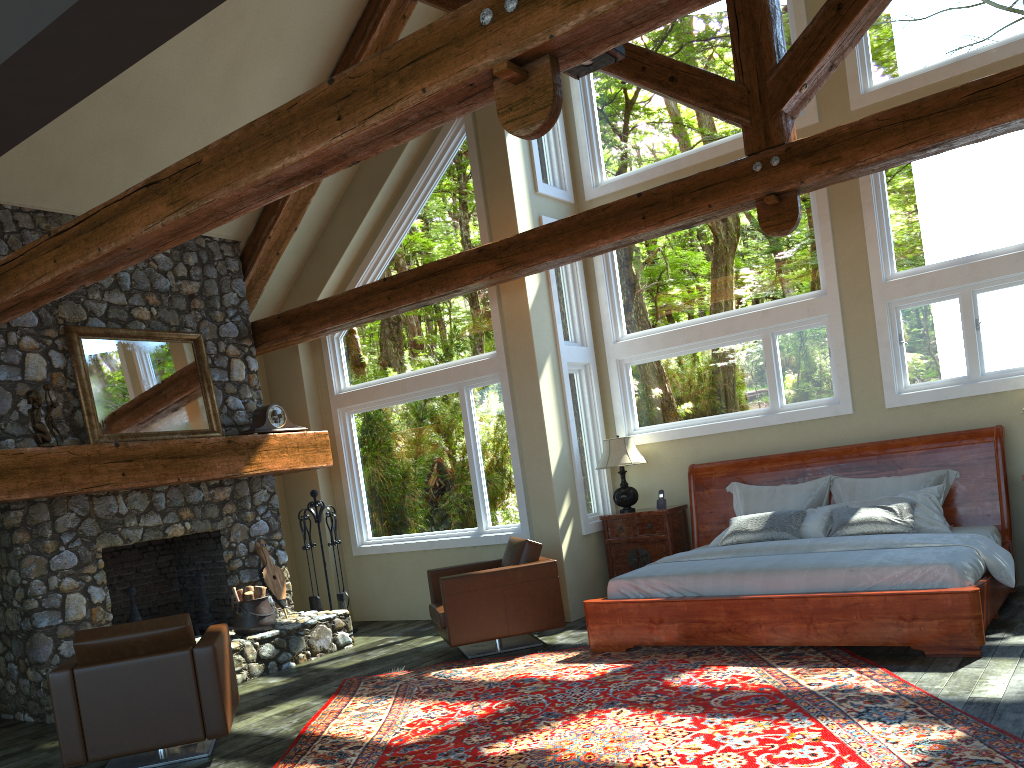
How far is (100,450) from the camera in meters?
7.1

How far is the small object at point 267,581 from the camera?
8.57m

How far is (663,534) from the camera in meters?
8.3

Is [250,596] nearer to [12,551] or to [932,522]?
[12,551]

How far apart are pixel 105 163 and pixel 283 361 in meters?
3.1

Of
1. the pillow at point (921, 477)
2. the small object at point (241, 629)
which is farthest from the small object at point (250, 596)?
the pillow at point (921, 477)

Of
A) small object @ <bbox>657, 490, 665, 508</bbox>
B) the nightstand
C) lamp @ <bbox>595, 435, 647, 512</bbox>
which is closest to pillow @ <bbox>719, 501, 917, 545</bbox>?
the nightstand

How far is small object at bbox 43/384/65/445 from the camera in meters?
7.0 m

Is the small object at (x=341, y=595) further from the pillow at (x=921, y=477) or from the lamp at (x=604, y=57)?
the lamp at (x=604, y=57)

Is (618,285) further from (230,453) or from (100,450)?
(100,450)
